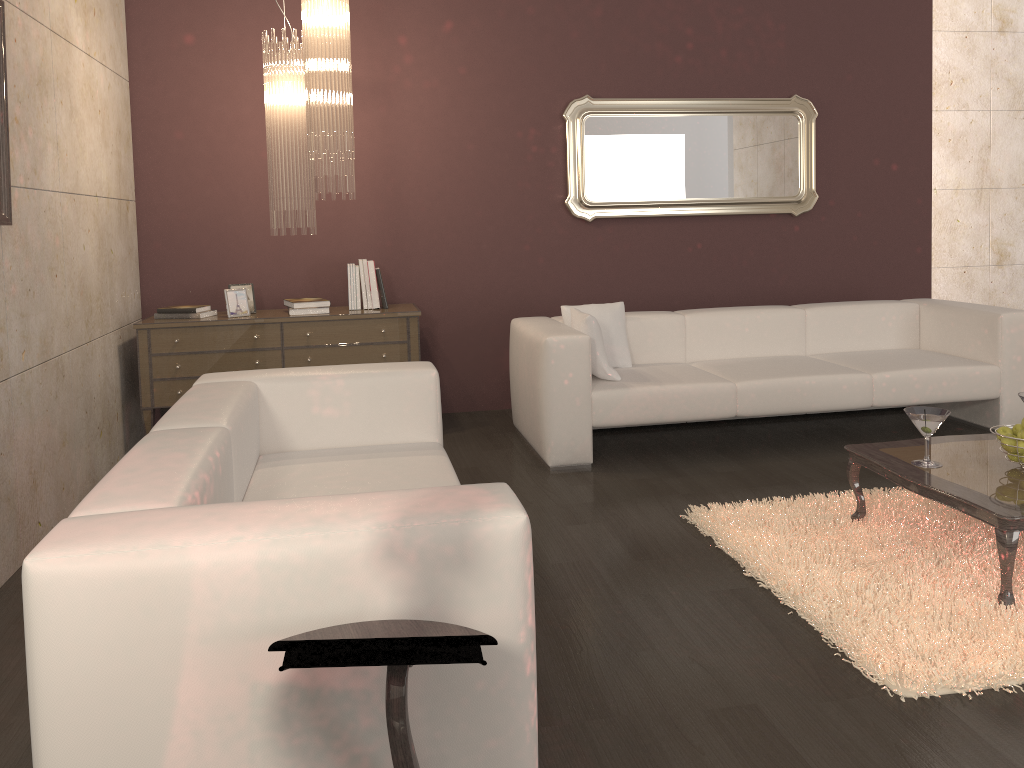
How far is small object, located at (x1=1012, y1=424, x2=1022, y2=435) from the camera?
3.1m

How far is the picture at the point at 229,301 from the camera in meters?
4.9

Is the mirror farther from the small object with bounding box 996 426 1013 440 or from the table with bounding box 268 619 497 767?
the table with bounding box 268 619 497 767

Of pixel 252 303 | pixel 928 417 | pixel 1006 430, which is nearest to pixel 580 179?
pixel 252 303

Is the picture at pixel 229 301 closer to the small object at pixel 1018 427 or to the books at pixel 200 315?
the books at pixel 200 315

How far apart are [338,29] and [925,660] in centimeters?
349cm

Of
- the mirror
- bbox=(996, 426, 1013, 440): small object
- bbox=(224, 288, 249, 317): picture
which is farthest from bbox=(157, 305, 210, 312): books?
bbox=(996, 426, 1013, 440): small object

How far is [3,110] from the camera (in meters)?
3.05

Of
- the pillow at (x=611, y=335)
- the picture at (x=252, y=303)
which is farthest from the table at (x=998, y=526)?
the picture at (x=252, y=303)

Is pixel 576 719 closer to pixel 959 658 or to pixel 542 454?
pixel 959 658
